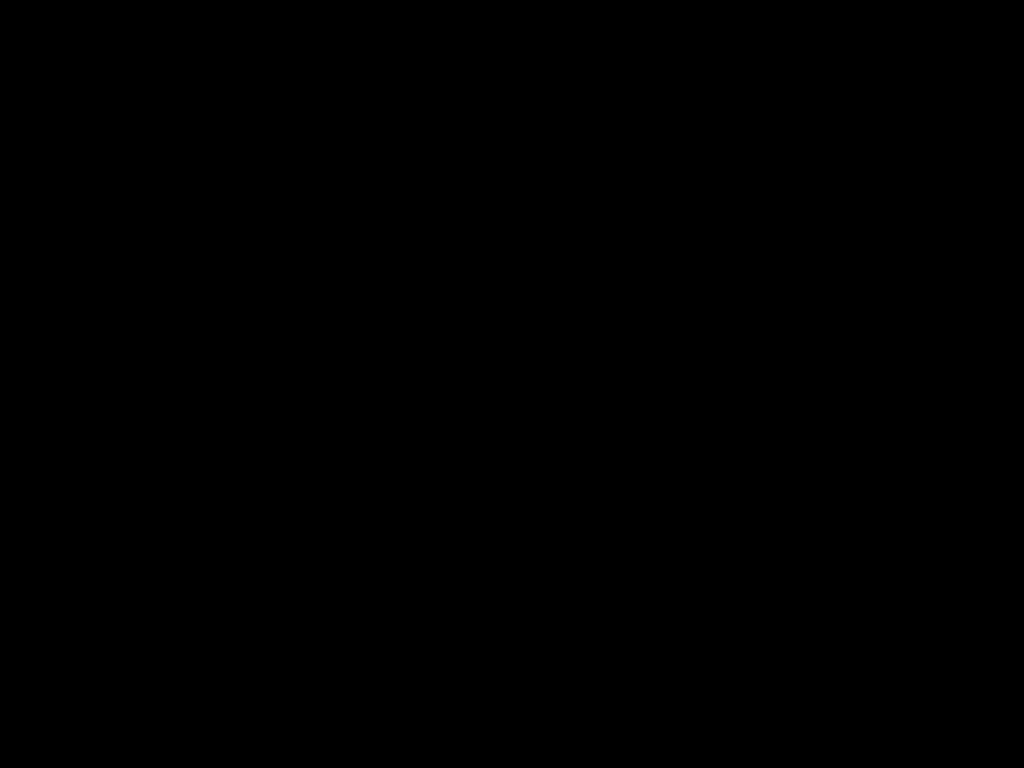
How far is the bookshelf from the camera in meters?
1.9 m

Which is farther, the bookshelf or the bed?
the bookshelf

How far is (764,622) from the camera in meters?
1.1

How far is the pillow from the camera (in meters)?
2.37

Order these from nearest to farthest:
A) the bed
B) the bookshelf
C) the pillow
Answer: the bed → the bookshelf → the pillow

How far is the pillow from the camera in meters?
2.4 m

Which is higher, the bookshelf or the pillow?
the pillow

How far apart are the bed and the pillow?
0.0 meters

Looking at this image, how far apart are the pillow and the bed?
0.02m

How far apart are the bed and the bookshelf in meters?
0.0 m
